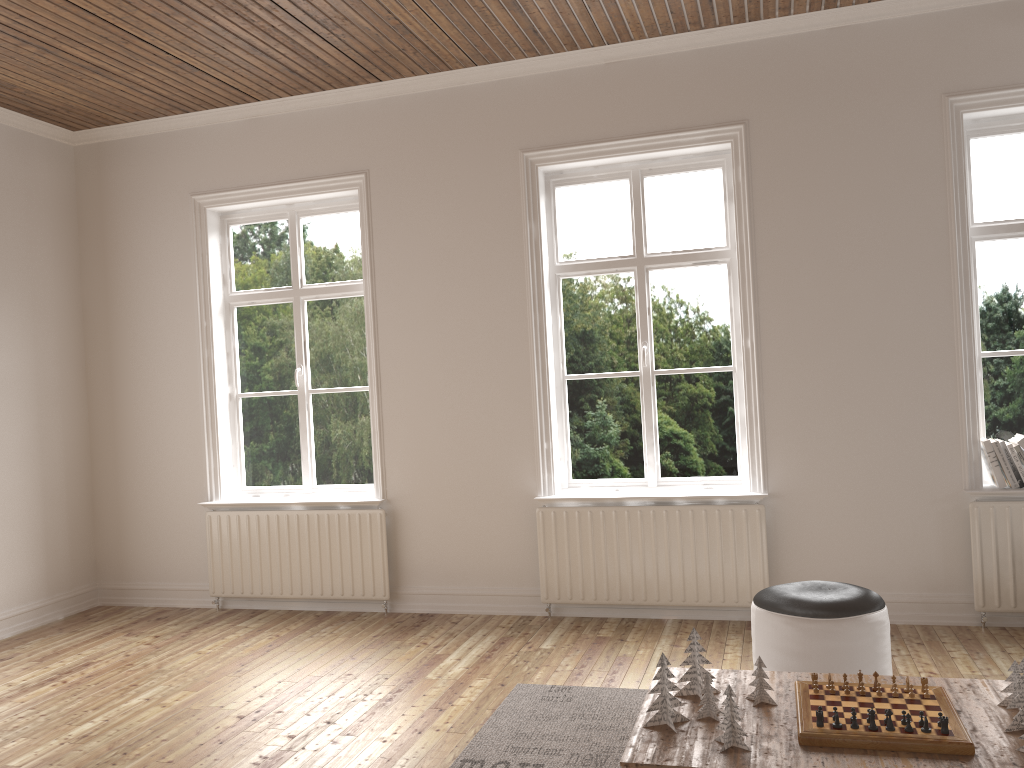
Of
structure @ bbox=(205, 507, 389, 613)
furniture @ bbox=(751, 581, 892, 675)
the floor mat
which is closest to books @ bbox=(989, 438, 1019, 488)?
furniture @ bbox=(751, 581, 892, 675)

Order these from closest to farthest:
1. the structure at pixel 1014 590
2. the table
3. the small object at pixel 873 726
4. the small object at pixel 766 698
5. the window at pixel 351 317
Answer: the table
the small object at pixel 873 726
the small object at pixel 766 698
the structure at pixel 1014 590
the window at pixel 351 317

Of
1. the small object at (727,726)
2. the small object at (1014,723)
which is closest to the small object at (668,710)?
the small object at (727,726)

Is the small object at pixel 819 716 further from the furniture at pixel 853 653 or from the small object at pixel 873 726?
the furniture at pixel 853 653

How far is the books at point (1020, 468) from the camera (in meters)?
4.27

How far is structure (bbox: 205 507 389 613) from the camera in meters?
5.2 m

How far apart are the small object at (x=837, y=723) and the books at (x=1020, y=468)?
2.5 meters

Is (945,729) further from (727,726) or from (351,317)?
(351,317)

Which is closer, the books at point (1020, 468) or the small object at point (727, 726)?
the small object at point (727, 726)

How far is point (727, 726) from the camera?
2.38m
